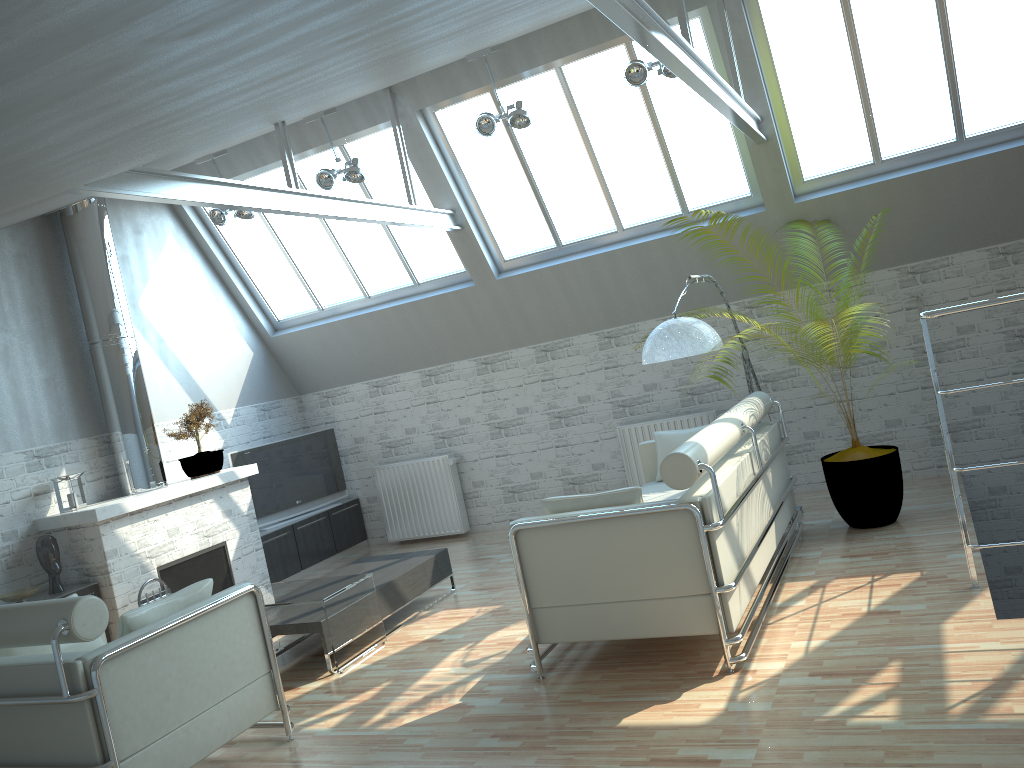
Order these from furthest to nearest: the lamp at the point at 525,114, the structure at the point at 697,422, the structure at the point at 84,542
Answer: the structure at the point at 697,422 < the structure at the point at 84,542 < the lamp at the point at 525,114

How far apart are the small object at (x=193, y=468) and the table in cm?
361

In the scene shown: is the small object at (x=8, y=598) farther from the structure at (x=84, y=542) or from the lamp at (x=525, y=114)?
the lamp at (x=525, y=114)

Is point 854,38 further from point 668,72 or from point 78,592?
point 78,592

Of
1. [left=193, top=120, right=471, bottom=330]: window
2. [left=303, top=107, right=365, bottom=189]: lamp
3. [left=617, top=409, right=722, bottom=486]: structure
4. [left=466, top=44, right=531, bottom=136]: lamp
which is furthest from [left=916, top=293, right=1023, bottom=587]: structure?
[left=193, top=120, right=471, bottom=330]: window

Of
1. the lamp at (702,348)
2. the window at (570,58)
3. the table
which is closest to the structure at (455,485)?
the window at (570,58)

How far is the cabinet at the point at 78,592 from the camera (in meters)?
12.05

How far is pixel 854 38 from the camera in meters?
11.9

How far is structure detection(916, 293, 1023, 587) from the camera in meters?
7.4

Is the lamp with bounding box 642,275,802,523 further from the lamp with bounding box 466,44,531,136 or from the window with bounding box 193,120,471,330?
the window with bounding box 193,120,471,330
